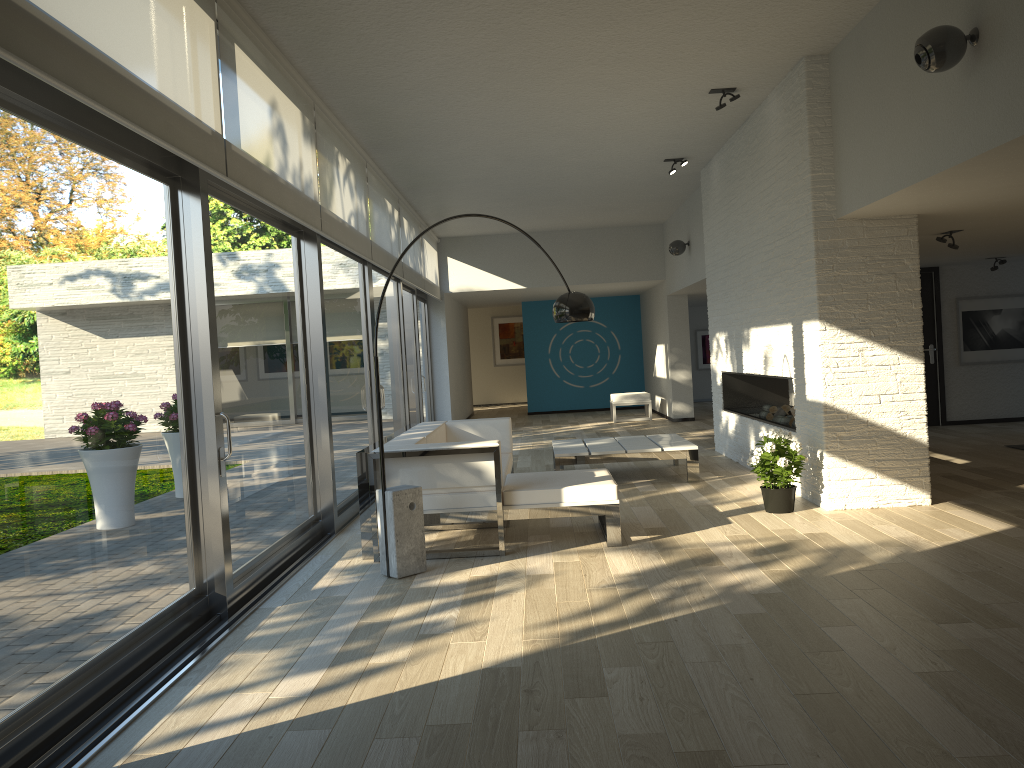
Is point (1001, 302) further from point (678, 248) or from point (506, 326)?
point (506, 326)

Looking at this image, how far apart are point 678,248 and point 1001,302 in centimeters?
395cm

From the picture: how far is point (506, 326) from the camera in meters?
21.0

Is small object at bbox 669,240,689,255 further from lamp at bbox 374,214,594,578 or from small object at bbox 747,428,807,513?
lamp at bbox 374,214,594,578

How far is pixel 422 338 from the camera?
13.2m

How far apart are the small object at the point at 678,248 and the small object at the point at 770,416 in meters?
3.5

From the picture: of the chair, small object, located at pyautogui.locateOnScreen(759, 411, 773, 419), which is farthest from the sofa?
the chair

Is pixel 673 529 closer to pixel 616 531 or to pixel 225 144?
pixel 616 531

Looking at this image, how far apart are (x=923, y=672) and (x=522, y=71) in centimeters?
438cm

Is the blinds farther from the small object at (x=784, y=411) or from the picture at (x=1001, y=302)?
the picture at (x=1001, y=302)
